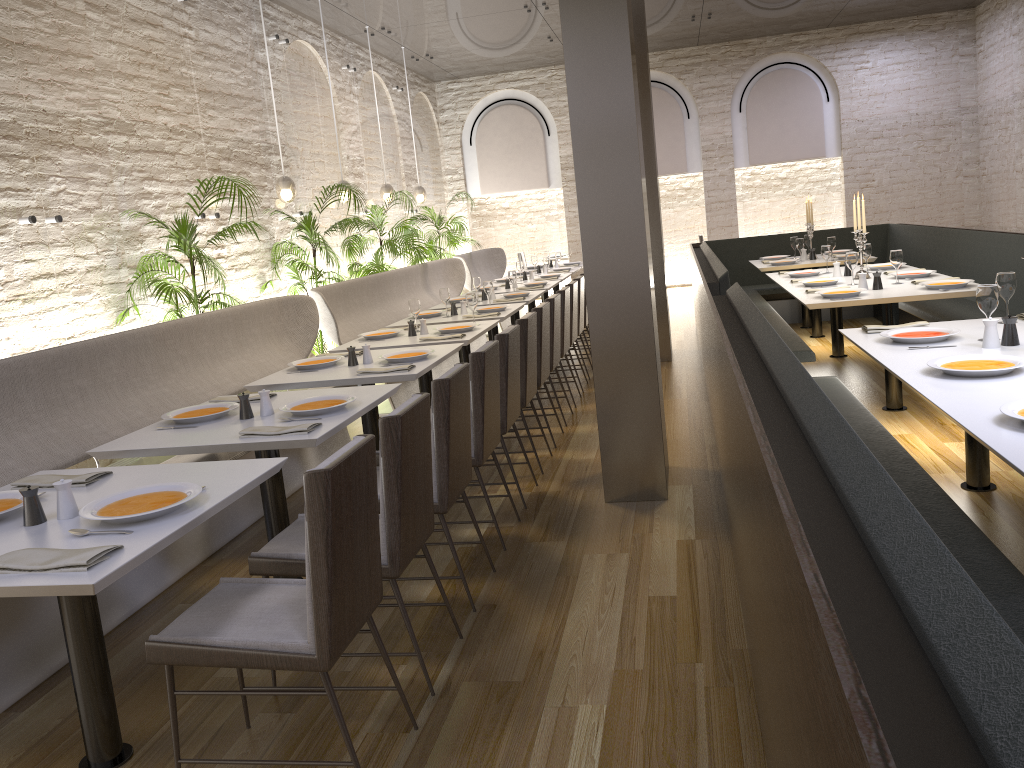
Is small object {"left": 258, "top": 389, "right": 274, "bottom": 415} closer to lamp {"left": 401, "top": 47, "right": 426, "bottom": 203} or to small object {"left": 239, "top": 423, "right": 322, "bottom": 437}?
small object {"left": 239, "top": 423, "right": 322, "bottom": 437}

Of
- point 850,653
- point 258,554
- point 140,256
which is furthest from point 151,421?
point 850,653

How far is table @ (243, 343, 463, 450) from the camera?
4.4m

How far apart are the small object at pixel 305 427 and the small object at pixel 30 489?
0.9 meters

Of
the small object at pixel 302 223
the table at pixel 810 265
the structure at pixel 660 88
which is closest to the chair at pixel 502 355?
the small object at pixel 302 223

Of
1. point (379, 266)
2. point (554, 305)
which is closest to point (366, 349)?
point (554, 305)

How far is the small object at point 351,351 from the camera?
4.87m

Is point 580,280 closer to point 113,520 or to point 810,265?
point 810,265

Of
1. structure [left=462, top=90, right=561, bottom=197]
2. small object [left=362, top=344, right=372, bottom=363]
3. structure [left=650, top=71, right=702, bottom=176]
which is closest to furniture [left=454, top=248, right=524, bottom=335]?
structure [left=462, top=90, right=561, bottom=197]

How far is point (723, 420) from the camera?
3.5m
